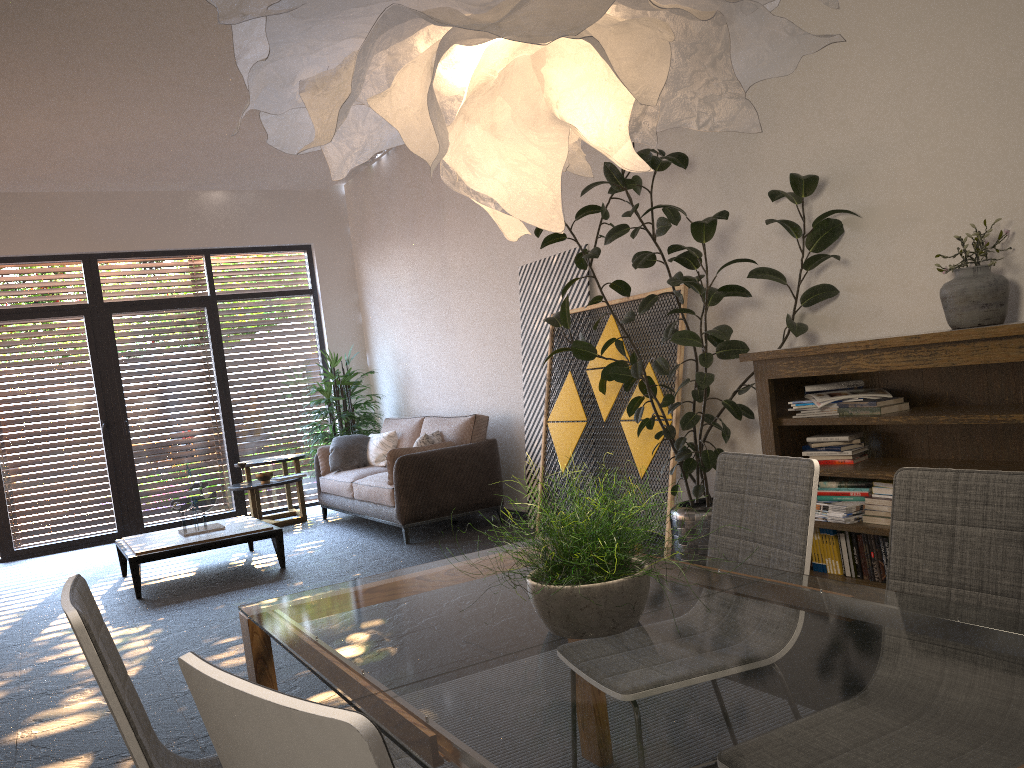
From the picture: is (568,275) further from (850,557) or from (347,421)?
(347,421)

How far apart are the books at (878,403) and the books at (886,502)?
0.4 meters

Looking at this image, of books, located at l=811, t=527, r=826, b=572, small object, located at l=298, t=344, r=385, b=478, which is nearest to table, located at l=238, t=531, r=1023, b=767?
books, located at l=811, t=527, r=826, b=572

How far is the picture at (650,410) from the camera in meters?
5.3

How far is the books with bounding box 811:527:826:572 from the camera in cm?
419

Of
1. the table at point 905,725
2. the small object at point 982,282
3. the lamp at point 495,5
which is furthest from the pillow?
the lamp at point 495,5

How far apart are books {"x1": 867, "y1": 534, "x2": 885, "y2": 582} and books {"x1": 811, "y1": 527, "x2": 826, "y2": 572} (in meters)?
0.30

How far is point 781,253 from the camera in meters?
4.6 m

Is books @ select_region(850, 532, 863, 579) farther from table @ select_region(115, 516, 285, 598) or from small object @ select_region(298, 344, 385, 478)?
small object @ select_region(298, 344, 385, 478)

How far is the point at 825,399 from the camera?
4.0m
